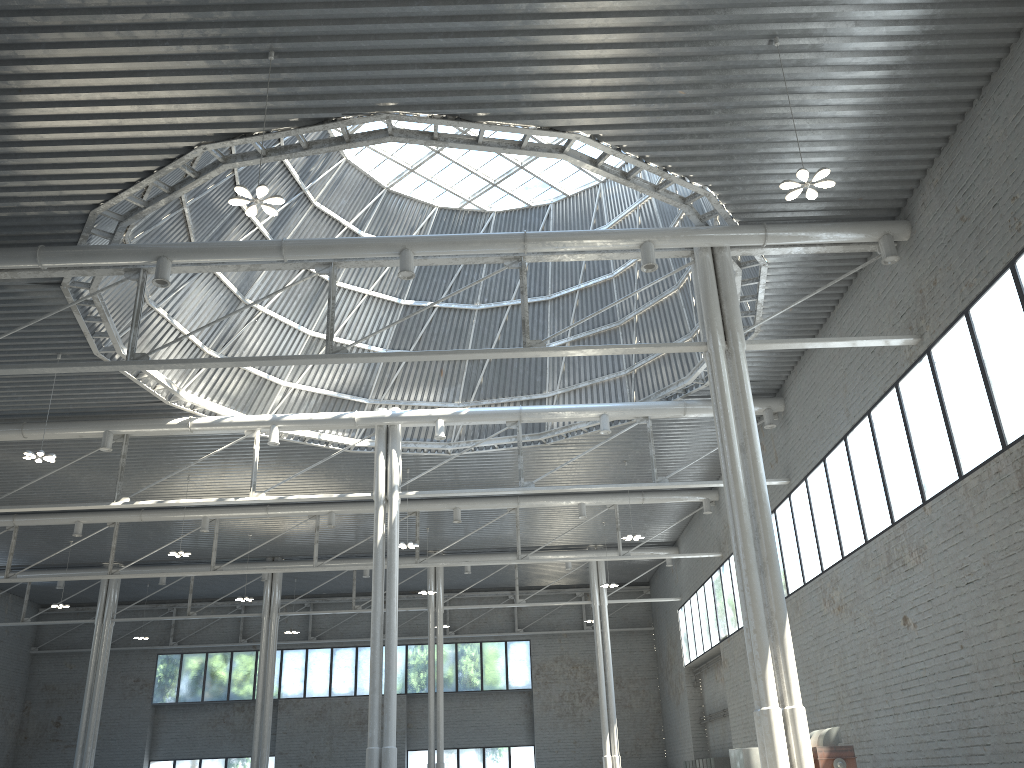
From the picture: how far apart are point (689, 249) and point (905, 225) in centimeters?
609cm
